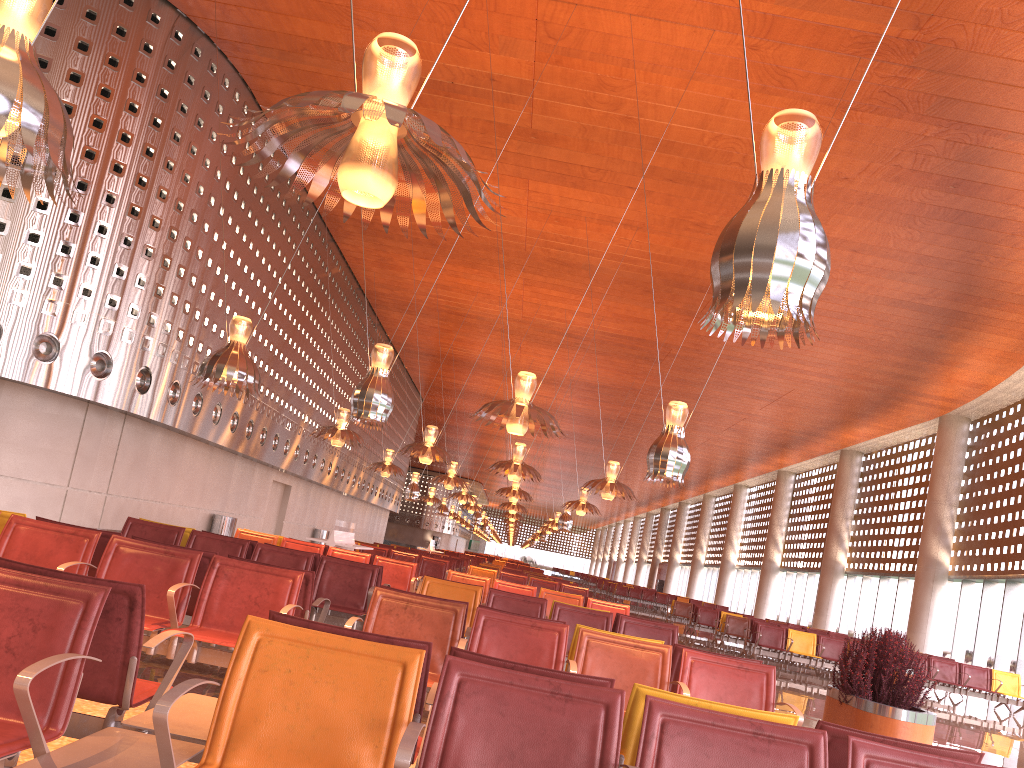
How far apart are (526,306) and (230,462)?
10.9 meters
